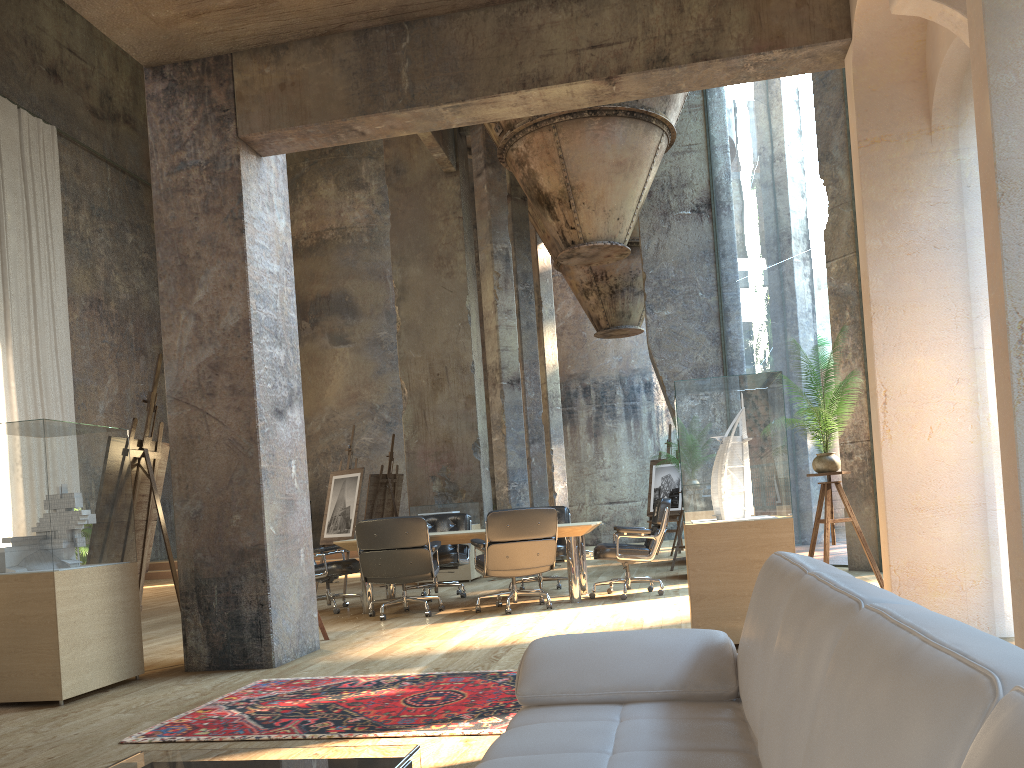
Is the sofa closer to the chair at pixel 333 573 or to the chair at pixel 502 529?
the chair at pixel 502 529

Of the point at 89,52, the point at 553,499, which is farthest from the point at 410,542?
the point at 89,52

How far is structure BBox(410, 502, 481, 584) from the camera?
10.9 meters

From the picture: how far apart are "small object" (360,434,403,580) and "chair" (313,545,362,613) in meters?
4.0 m

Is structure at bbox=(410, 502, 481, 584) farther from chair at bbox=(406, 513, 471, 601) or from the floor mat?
the floor mat

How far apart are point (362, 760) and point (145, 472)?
4.3 meters

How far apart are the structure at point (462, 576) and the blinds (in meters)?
8.74

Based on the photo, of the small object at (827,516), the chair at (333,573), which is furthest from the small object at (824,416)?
the chair at (333,573)

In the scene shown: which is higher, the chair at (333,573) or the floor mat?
the chair at (333,573)

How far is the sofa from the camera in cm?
72
